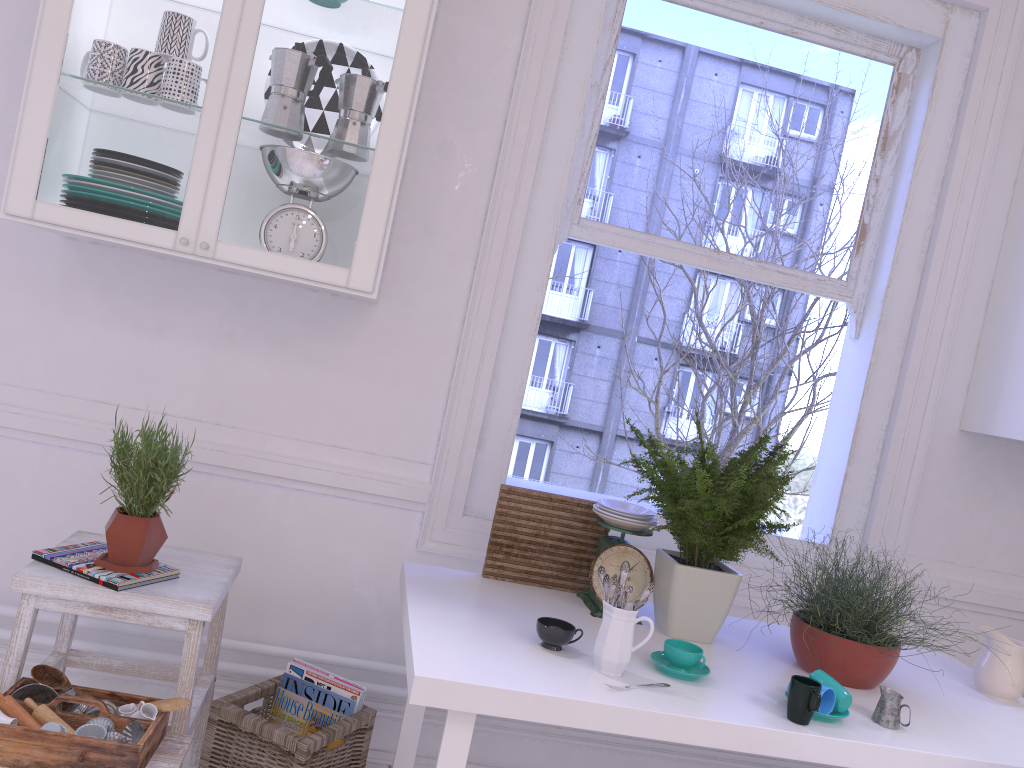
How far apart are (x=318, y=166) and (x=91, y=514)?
1.14m

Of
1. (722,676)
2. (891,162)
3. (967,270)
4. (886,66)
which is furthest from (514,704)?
(886,66)

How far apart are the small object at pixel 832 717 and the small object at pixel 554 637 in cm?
48

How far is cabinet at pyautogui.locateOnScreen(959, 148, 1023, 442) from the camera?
2.5m

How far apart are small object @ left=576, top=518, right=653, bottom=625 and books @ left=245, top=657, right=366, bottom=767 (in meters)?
0.57

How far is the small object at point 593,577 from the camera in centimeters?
209cm

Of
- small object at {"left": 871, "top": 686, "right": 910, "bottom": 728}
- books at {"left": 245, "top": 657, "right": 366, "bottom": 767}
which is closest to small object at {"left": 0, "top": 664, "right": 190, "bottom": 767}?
books at {"left": 245, "top": 657, "right": 366, "bottom": 767}

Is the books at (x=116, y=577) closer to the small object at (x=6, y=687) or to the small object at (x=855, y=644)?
the small object at (x=6, y=687)

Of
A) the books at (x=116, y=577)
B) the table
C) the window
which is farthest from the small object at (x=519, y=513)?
the books at (x=116, y=577)

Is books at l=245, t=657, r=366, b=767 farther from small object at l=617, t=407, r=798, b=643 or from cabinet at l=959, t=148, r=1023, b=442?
cabinet at l=959, t=148, r=1023, b=442
